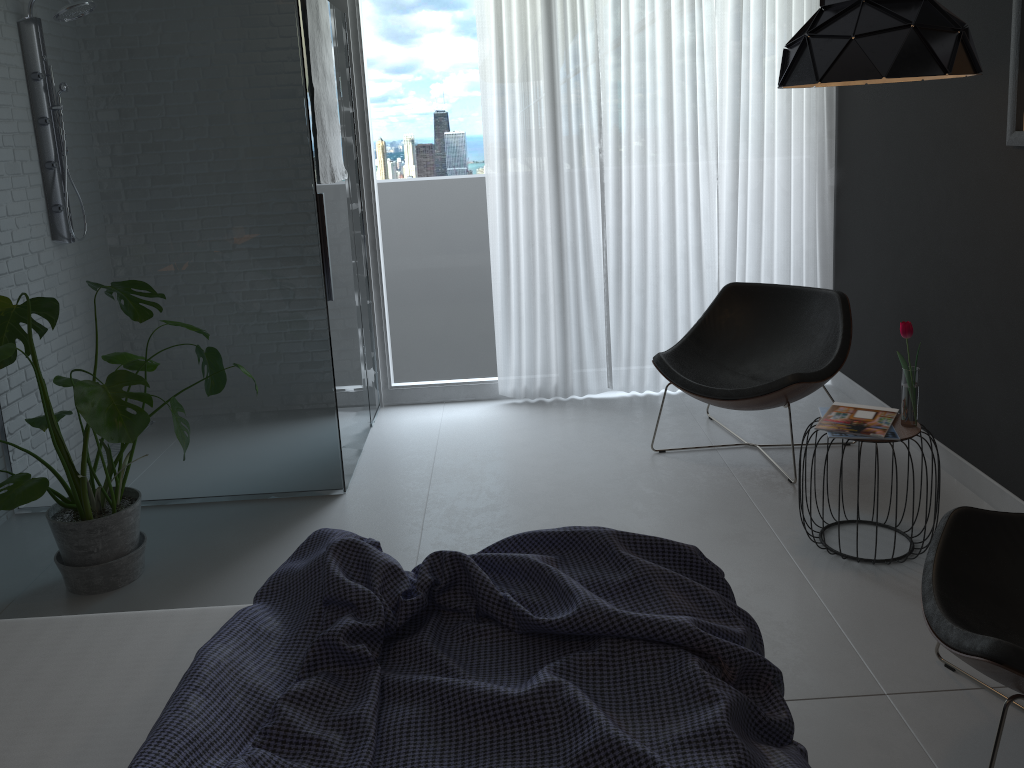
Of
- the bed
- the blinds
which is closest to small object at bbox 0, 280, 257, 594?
the bed

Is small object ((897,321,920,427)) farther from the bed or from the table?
the bed

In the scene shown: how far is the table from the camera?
2.9 meters

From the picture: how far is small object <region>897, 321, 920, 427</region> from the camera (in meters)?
2.91

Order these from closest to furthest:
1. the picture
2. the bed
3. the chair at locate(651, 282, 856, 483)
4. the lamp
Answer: the bed, the lamp, the picture, the chair at locate(651, 282, 856, 483)

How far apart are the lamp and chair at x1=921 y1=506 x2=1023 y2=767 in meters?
1.2

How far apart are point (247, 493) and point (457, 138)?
2.12m

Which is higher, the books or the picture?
the picture

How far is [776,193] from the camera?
4.7 meters

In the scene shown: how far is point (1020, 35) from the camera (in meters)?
2.86
